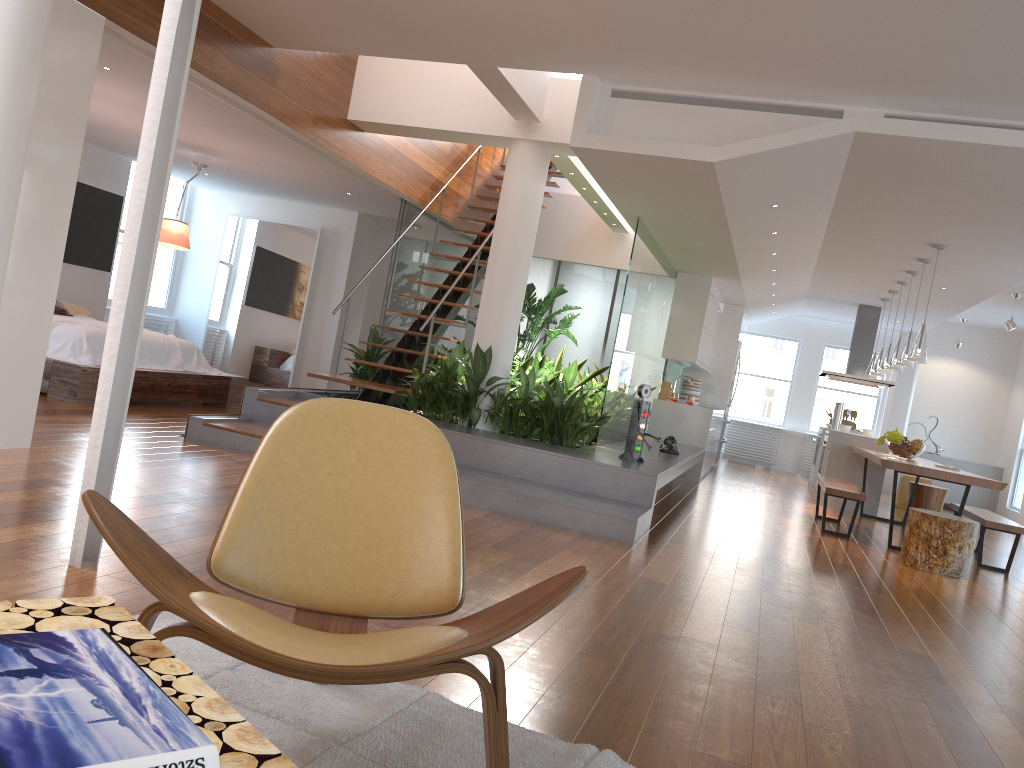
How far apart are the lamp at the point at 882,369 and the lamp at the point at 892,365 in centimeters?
70cm

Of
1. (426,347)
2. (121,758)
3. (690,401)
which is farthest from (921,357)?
(121,758)

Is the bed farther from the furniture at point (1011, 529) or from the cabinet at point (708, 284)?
the furniture at point (1011, 529)

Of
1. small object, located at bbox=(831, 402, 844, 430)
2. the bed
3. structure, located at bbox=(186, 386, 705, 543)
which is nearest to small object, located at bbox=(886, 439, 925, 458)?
structure, located at bbox=(186, 386, 705, 543)

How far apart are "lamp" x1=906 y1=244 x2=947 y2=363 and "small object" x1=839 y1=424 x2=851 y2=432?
2.8m

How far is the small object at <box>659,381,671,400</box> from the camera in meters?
10.4 m

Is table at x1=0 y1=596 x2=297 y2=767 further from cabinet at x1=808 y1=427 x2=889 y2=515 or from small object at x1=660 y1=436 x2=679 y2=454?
cabinet at x1=808 y1=427 x2=889 y2=515

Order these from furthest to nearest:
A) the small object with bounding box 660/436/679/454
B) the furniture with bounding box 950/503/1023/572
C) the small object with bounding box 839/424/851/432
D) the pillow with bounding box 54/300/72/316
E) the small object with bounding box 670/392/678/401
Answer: the small object with bounding box 670/392/678/401, the small object with bounding box 839/424/851/432, the pillow with bounding box 54/300/72/316, the small object with bounding box 660/436/679/454, the furniture with bounding box 950/503/1023/572

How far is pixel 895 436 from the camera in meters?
8.5 m

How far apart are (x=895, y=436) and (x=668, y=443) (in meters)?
2.35
